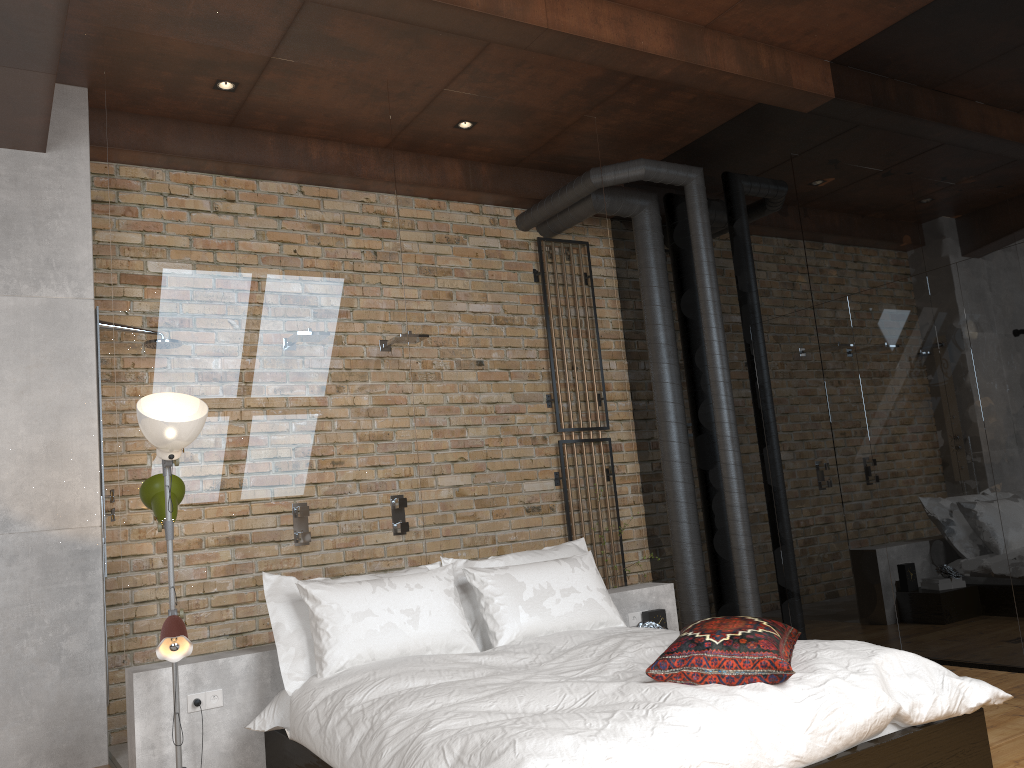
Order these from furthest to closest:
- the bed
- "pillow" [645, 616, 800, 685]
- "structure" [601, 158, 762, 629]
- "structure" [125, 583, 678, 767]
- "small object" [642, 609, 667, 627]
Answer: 1. "structure" [601, 158, 762, 629]
2. "small object" [642, 609, 667, 627]
3. "structure" [125, 583, 678, 767]
4. "pillow" [645, 616, 800, 685]
5. the bed

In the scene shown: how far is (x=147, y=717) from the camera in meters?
3.5 m

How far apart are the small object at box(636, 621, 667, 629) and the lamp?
2.3m

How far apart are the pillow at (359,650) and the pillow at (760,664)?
1.05m

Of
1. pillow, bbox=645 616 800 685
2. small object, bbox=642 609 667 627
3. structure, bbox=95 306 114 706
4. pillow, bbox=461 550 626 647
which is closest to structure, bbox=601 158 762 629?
small object, bbox=642 609 667 627

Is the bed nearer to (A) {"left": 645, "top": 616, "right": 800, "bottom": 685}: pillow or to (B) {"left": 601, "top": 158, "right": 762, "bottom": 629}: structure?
(A) {"left": 645, "top": 616, "right": 800, "bottom": 685}: pillow

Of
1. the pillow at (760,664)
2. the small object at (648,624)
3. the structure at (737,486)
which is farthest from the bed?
the structure at (737,486)

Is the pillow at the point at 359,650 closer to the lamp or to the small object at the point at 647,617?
the lamp

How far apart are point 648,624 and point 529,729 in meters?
2.3

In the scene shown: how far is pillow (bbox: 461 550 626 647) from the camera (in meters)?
3.95
